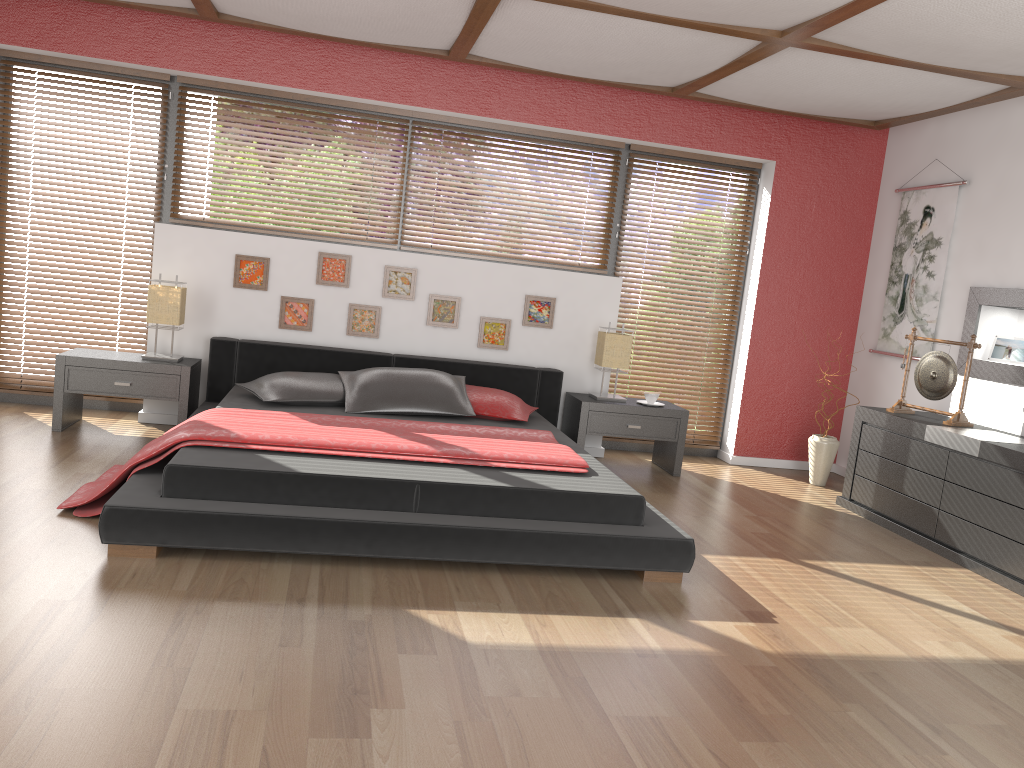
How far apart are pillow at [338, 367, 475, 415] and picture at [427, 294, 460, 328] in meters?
0.6 m

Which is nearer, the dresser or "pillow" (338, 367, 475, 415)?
the dresser

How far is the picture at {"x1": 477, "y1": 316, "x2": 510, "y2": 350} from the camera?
5.7m

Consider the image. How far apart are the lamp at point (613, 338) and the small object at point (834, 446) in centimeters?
134cm

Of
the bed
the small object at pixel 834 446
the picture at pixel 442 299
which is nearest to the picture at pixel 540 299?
the bed

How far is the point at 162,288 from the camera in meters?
5.0

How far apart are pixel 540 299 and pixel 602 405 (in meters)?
0.82

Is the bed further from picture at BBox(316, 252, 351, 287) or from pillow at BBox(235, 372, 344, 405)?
picture at BBox(316, 252, 351, 287)

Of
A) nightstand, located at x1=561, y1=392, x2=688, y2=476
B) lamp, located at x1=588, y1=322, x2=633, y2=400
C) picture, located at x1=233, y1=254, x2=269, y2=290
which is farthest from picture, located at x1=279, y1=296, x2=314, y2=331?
lamp, located at x1=588, y1=322, x2=633, y2=400

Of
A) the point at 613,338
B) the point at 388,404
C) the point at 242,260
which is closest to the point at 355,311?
the point at 242,260
